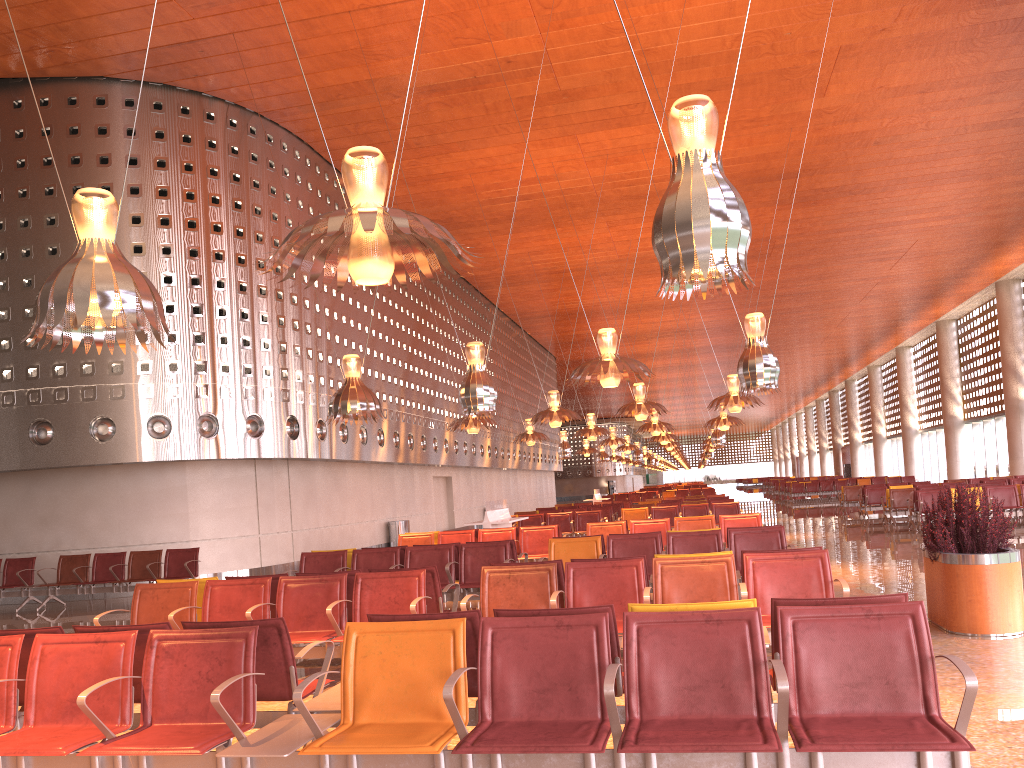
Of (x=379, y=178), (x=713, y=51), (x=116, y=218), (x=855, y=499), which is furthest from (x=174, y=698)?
(x=855, y=499)

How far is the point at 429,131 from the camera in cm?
1902
